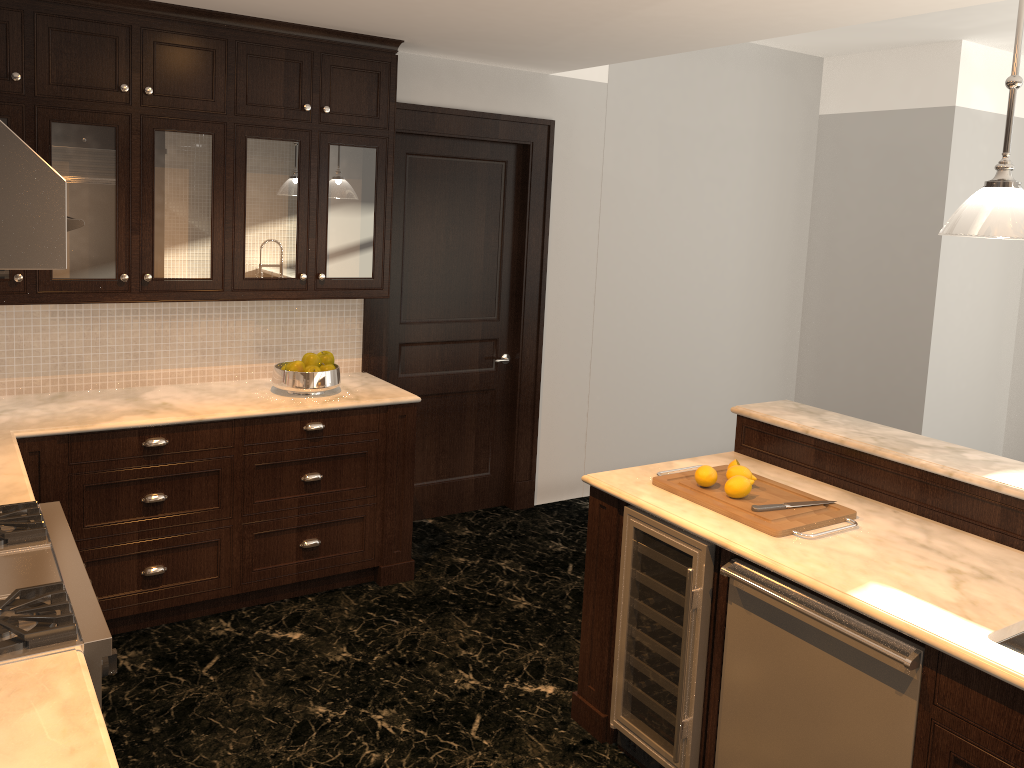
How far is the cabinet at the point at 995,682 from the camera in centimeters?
198cm

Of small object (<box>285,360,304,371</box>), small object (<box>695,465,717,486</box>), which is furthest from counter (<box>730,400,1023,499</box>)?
small object (<box>285,360,304,371</box>)

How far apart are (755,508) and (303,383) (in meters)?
2.15

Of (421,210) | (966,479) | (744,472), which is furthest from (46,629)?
(421,210)

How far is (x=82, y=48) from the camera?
3.5m

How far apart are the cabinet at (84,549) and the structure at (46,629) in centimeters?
94cm

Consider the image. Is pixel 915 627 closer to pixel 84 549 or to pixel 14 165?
pixel 14 165

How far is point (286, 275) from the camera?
4.07m

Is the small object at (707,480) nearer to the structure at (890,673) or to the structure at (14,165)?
the structure at (890,673)

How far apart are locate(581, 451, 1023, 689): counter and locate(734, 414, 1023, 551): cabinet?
0.0 meters
